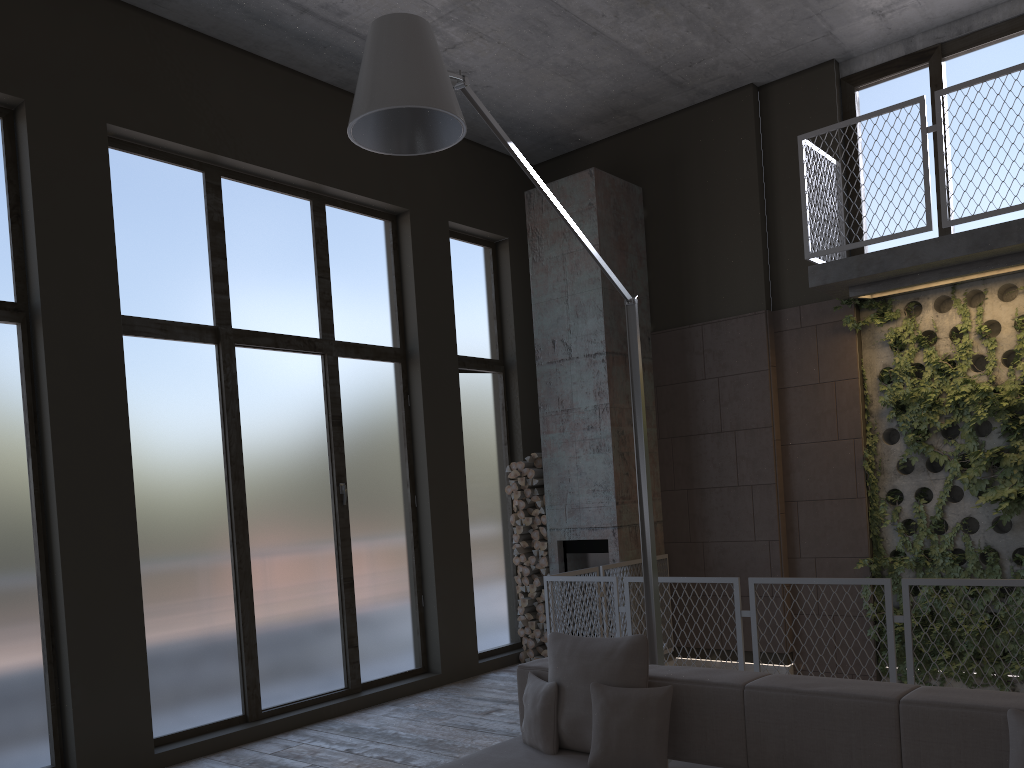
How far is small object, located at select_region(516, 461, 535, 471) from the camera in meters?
8.5 m

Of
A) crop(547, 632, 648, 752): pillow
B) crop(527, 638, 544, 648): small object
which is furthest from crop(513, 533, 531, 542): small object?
crop(547, 632, 648, 752): pillow

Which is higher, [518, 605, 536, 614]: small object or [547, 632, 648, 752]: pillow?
[547, 632, 648, 752]: pillow

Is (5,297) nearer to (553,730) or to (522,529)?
(553,730)

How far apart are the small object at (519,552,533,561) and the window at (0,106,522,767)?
0.3m

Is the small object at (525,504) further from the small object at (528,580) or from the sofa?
the sofa

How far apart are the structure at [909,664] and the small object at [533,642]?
1.10m

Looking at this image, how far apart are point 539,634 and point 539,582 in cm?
48

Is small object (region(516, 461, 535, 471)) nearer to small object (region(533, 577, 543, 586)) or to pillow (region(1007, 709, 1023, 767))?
small object (region(533, 577, 543, 586))

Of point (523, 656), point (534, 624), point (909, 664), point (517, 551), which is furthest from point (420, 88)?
point (523, 656)
